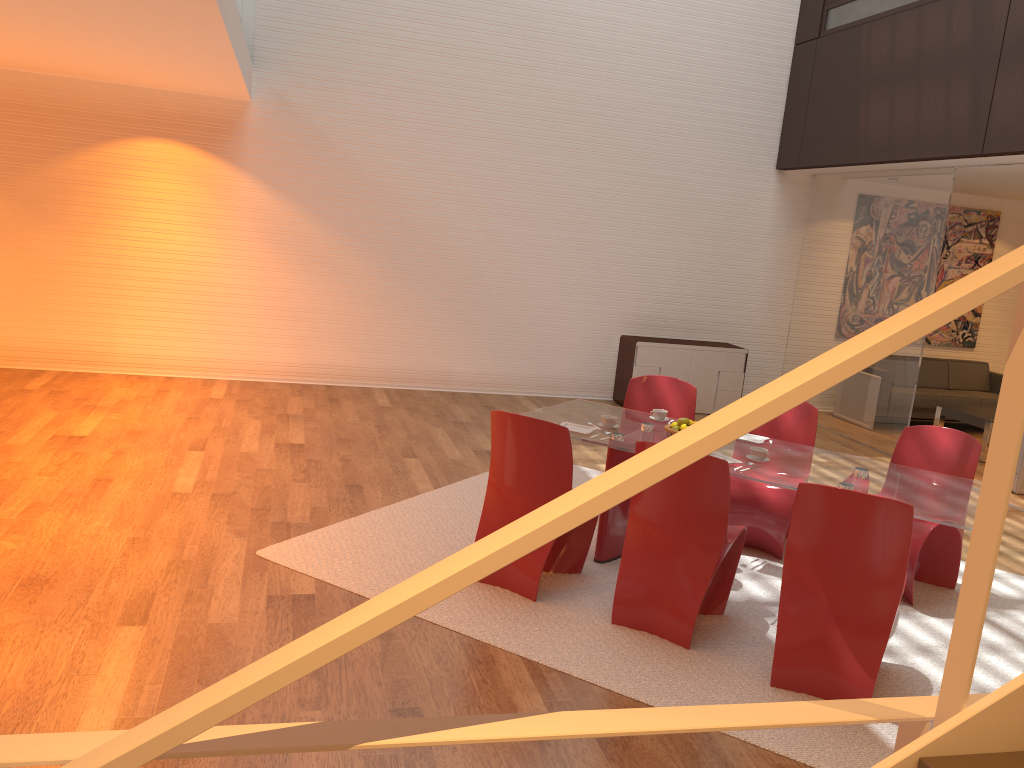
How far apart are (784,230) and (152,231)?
6.70m

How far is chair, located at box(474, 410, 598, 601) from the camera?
4.3 meters

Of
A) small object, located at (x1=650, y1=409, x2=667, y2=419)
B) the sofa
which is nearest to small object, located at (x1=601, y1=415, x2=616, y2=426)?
small object, located at (x1=650, y1=409, x2=667, y2=419)

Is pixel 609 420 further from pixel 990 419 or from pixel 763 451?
pixel 990 419

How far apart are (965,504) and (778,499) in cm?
119

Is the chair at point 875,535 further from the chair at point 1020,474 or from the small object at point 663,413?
Answer: the chair at point 1020,474

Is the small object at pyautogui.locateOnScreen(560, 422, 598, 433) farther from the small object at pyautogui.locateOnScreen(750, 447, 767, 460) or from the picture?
the picture

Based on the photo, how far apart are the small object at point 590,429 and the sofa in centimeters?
626cm

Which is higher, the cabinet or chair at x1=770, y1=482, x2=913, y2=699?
the cabinet

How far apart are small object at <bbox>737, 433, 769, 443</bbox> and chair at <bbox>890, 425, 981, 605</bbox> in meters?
0.8
